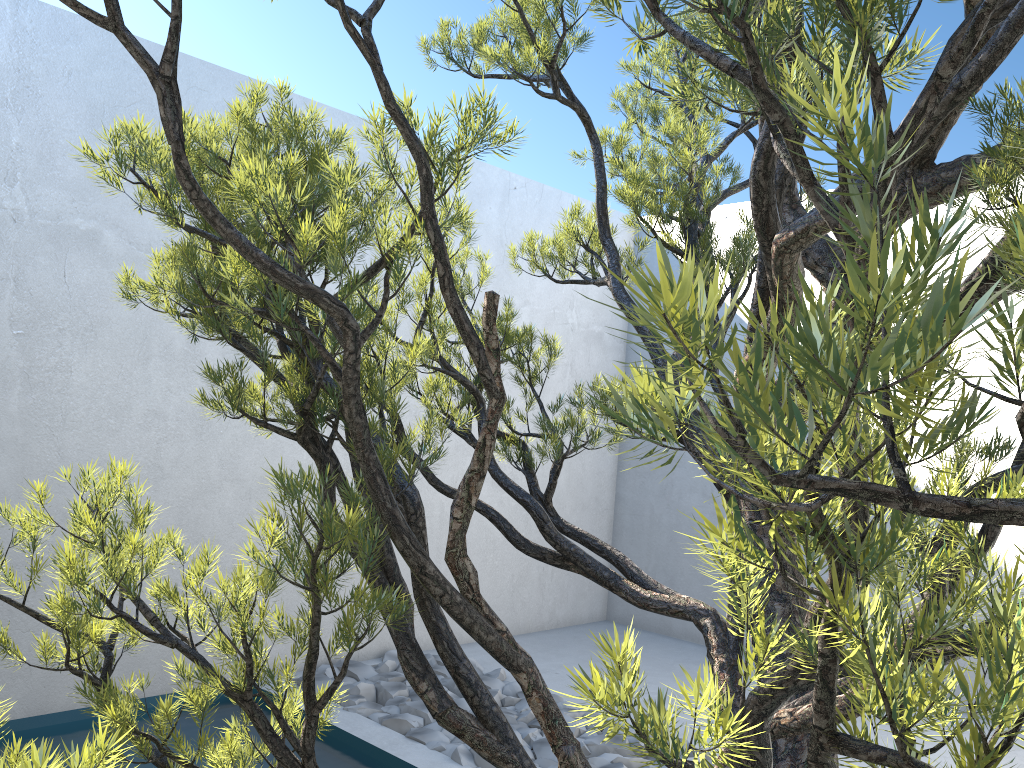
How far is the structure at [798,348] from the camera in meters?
0.3

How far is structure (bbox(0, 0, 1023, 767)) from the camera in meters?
0.3 m

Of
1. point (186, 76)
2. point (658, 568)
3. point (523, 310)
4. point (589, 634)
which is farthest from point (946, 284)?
point (186, 76)

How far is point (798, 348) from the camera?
0.31m
